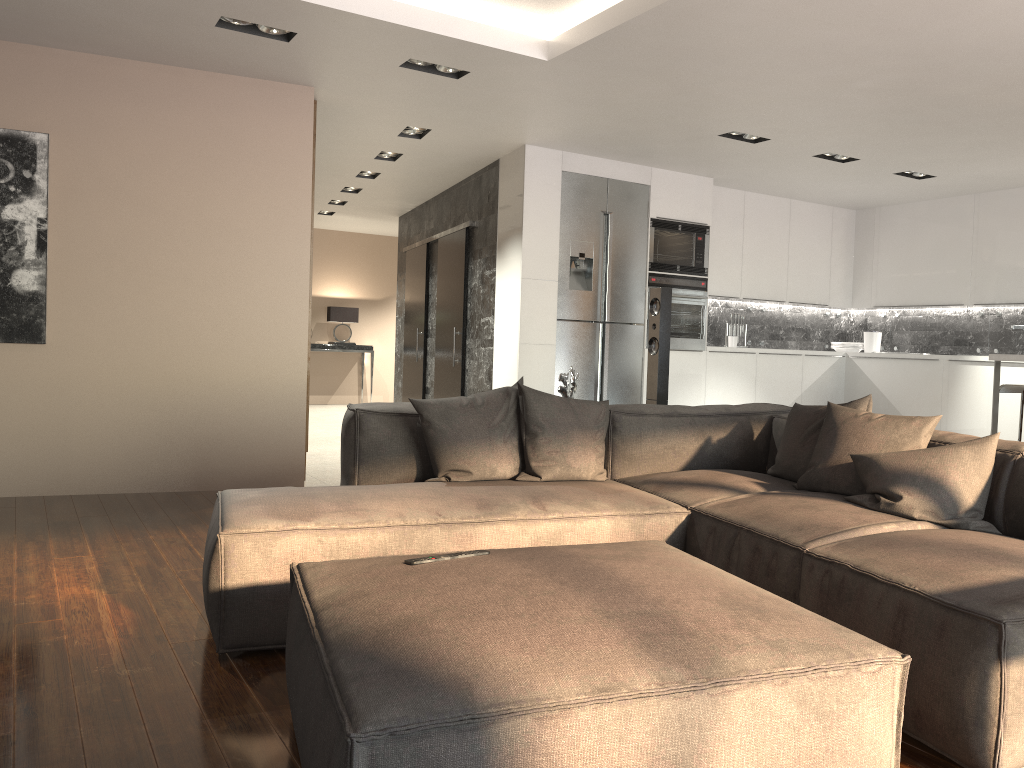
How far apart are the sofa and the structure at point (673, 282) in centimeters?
344cm

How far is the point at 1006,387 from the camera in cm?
593

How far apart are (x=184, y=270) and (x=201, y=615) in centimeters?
293cm

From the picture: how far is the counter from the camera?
5.1m

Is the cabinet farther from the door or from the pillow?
the pillow

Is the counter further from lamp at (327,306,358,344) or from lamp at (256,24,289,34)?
lamp at (327,306,358,344)

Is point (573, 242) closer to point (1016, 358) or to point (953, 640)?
point (1016, 358)

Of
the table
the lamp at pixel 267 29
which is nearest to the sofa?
the lamp at pixel 267 29

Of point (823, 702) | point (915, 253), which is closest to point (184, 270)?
point (823, 702)

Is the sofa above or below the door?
below
